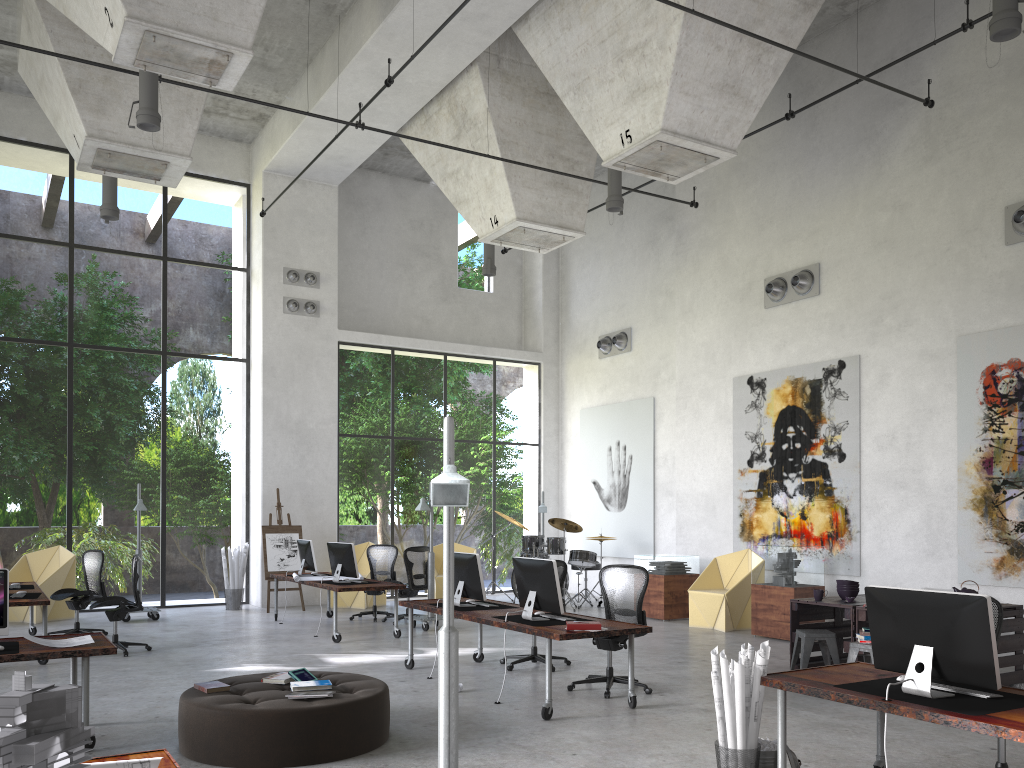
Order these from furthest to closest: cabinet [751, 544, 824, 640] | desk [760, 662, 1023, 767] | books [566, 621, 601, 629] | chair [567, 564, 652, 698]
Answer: cabinet [751, 544, 824, 640]
chair [567, 564, 652, 698]
books [566, 621, 601, 629]
desk [760, 662, 1023, 767]

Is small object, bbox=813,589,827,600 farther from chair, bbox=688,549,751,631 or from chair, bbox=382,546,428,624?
chair, bbox=382,546,428,624

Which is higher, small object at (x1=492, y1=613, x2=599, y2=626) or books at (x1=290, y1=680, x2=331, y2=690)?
small object at (x1=492, y1=613, x2=599, y2=626)

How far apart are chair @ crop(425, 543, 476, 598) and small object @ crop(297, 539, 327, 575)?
2.9m

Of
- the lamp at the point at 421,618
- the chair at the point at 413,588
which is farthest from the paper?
the chair at the point at 413,588

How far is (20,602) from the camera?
9.26m

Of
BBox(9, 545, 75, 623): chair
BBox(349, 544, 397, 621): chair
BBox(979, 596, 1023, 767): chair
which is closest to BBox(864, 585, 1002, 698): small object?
BBox(979, 596, 1023, 767): chair

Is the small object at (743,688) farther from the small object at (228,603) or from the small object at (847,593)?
the small object at (228,603)

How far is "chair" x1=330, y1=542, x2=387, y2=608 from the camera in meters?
15.1

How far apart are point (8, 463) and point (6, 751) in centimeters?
2477cm
